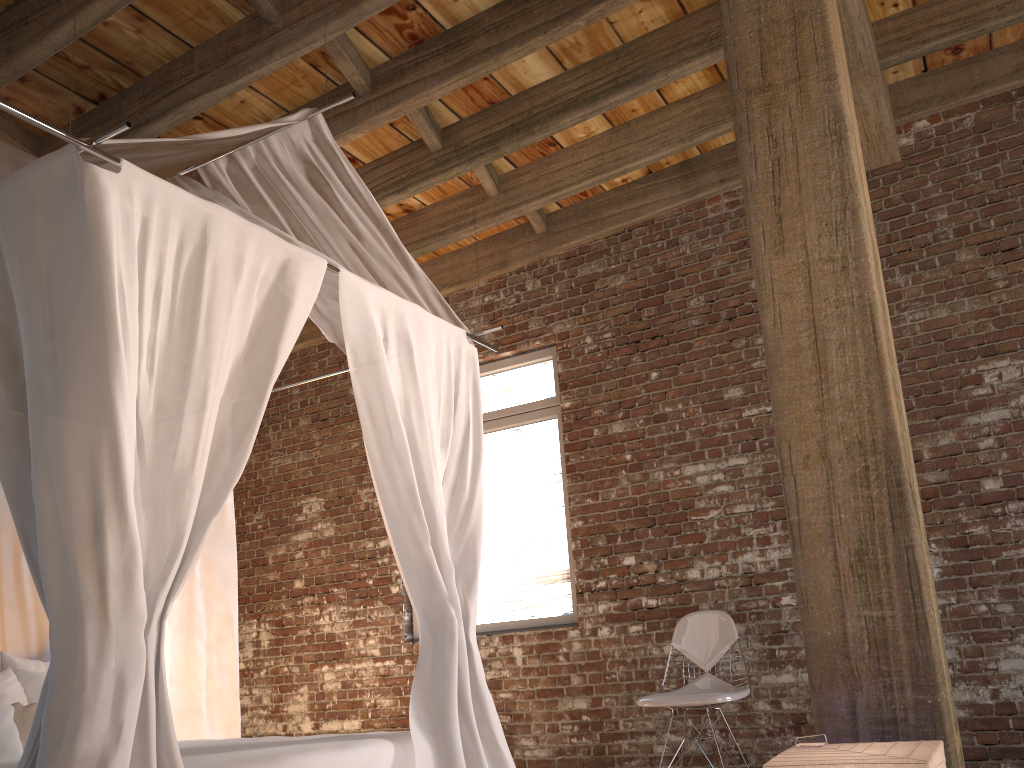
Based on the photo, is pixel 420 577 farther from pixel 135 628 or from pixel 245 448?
pixel 135 628

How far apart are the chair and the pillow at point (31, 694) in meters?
2.7 m

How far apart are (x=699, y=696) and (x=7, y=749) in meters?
2.9 m

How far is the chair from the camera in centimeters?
408cm

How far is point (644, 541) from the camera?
5.06m

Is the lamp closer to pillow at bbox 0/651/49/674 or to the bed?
the bed

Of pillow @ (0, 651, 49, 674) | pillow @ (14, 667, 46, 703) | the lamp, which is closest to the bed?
pillow @ (0, 651, 49, 674)

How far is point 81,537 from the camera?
2.11m

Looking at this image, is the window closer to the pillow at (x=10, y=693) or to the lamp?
the pillow at (x=10, y=693)

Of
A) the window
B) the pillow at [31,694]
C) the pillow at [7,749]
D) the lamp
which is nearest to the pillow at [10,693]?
the pillow at [31,694]
